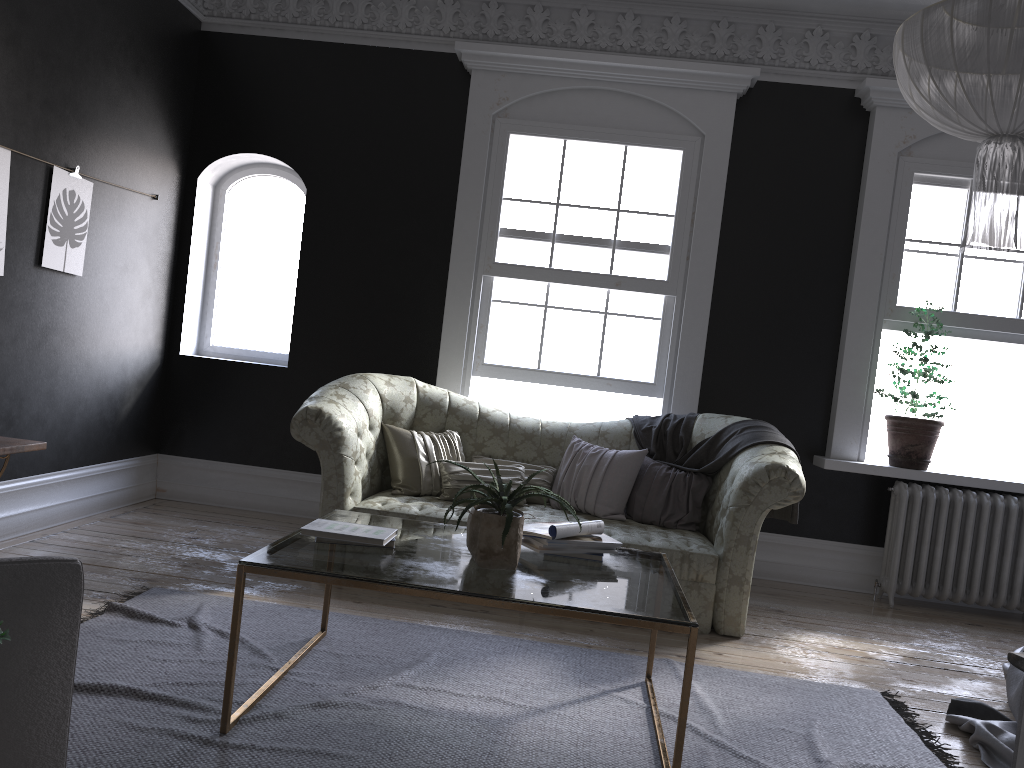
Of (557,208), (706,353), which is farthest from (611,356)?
(557,208)

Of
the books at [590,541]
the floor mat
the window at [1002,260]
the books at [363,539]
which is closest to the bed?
the floor mat

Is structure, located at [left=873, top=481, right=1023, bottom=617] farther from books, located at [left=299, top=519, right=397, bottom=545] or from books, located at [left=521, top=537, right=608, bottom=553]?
books, located at [left=299, top=519, right=397, bottom=545]

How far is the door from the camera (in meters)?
1.07

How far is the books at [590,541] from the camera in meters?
3.4

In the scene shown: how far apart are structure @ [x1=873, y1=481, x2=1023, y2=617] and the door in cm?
502

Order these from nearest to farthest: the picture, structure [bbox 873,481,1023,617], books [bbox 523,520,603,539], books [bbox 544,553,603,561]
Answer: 1. books [bbox 523,520,603,539]
2. books [bbox 544,553,603,561]
3. the picture
4. structure [bbox 873,481,1023,617]

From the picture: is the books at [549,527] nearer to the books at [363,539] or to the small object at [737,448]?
the books at [363,539]

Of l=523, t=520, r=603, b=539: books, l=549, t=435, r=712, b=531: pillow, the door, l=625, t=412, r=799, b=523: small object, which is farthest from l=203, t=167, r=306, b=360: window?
the door

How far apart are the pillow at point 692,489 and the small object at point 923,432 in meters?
1.6
